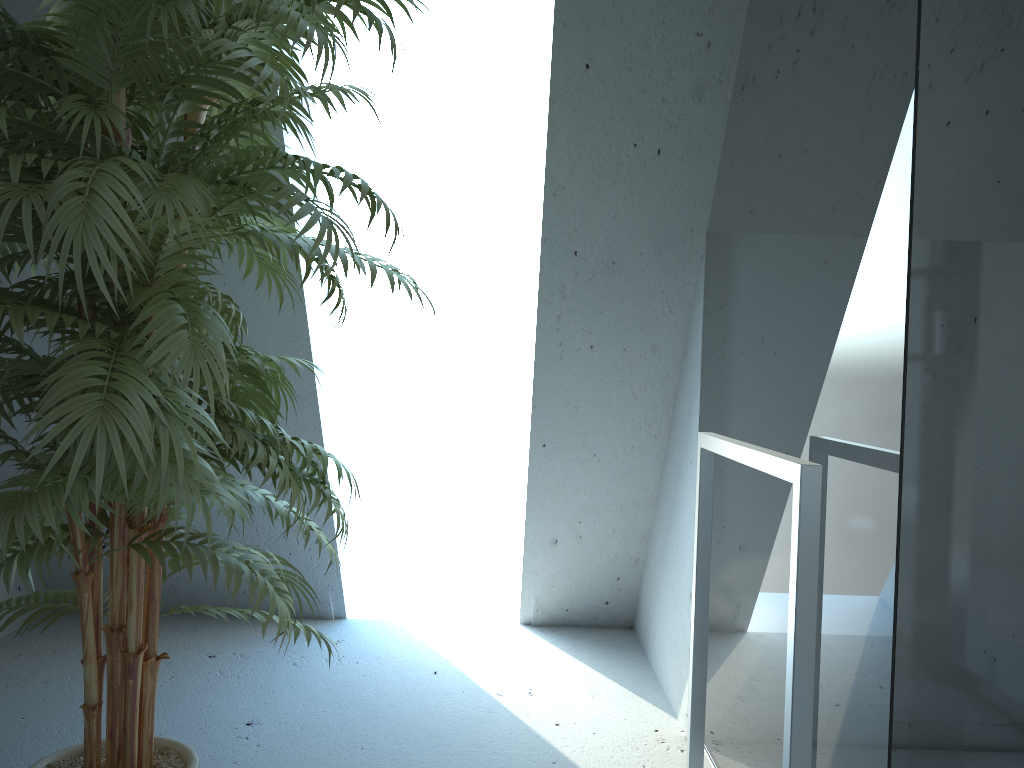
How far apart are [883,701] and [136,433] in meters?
1.0

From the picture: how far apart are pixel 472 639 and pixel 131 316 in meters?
2.1

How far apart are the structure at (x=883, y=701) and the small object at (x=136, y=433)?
0.6 meters

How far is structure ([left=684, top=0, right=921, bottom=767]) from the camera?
1.2m

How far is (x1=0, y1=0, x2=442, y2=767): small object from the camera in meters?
1.1 m

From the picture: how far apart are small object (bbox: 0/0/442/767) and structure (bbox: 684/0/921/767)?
0.6 meters

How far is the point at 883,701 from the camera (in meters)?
1.19

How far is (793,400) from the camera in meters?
1.6

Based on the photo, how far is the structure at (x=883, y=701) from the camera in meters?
1.2
